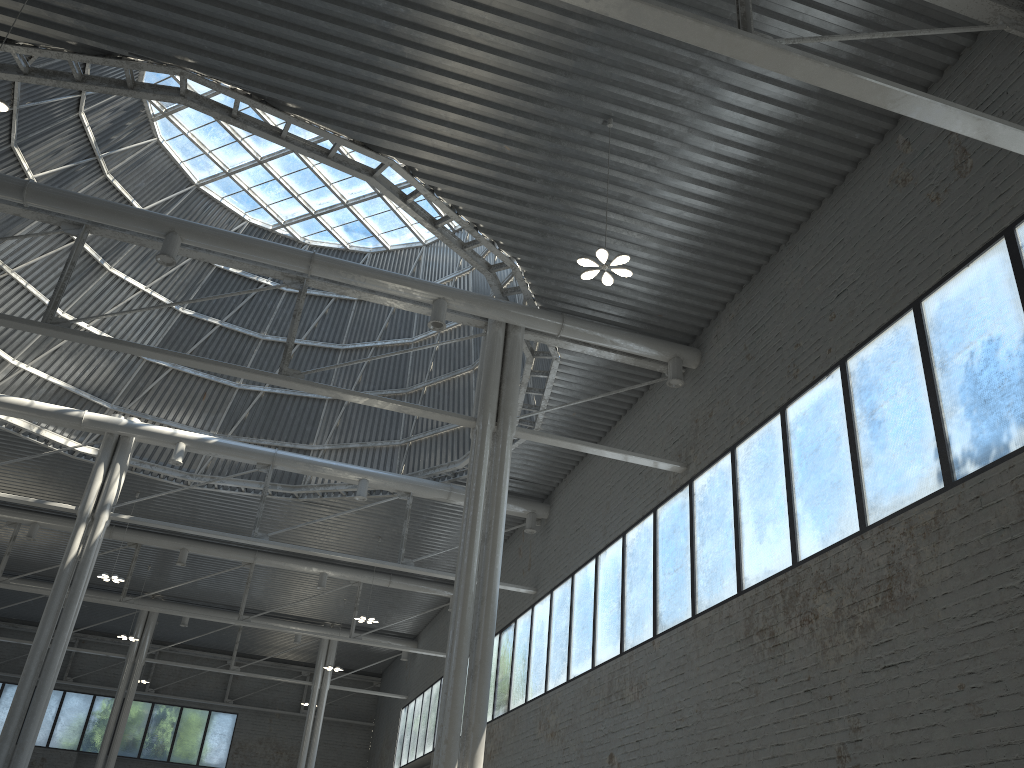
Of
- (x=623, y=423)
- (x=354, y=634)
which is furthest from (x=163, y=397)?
(x=623, y=423)

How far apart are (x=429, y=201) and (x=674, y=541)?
19.4m
